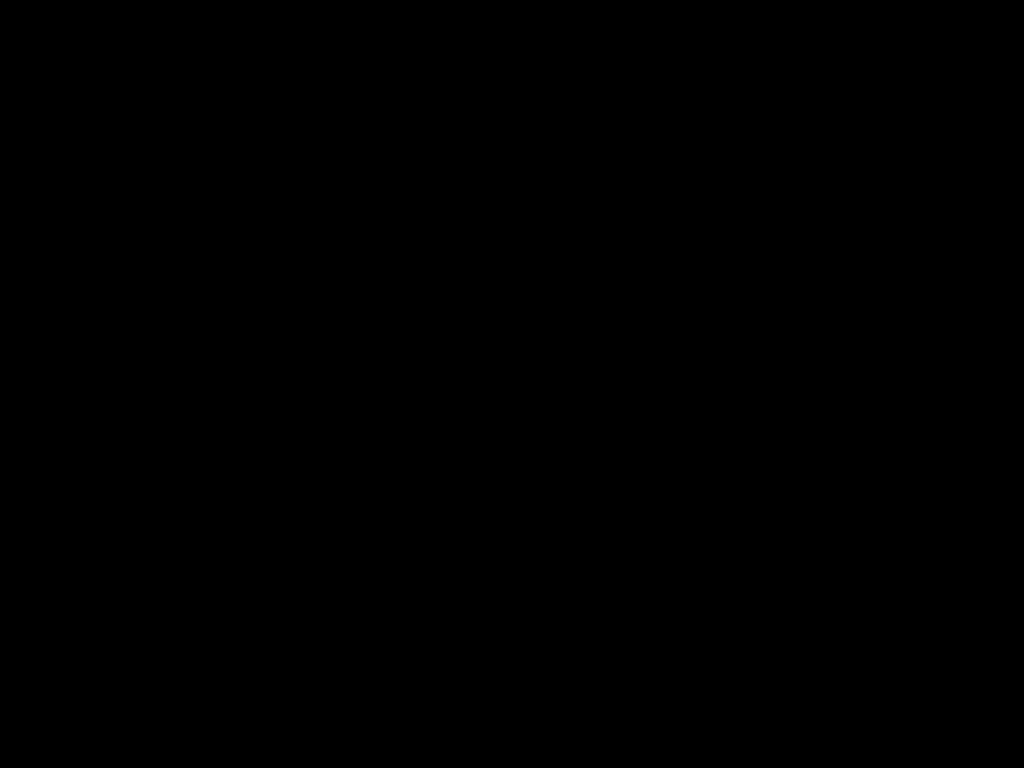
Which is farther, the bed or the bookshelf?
the bookshelf

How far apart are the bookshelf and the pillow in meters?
0.0 m

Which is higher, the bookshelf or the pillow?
the pillow

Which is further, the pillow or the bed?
the pillow

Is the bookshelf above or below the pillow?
below

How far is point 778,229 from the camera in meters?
1.1

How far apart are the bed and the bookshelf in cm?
1

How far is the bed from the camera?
0.4 meters

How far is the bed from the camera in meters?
0.4 m

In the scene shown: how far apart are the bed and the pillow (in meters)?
0.01
